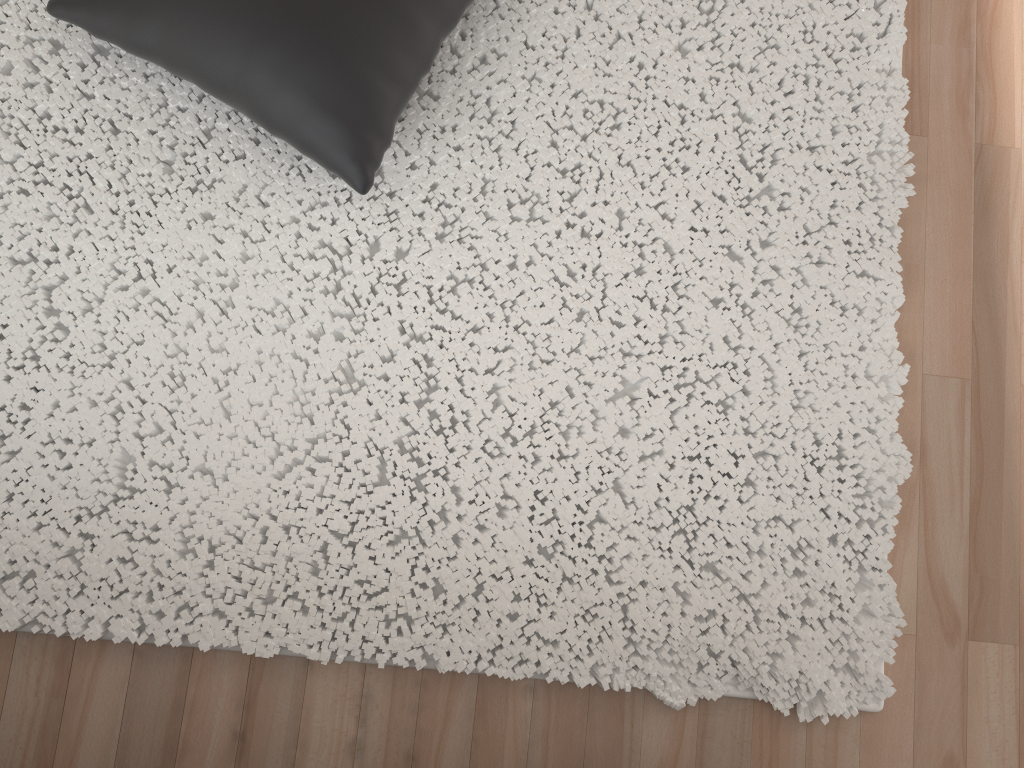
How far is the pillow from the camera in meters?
1.2 m

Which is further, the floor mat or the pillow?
the floor mat

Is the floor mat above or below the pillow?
below

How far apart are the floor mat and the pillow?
0.1 meters

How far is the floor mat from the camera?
1.34m

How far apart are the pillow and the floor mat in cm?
7

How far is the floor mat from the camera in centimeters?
134cm

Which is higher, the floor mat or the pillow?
→ the pillow
